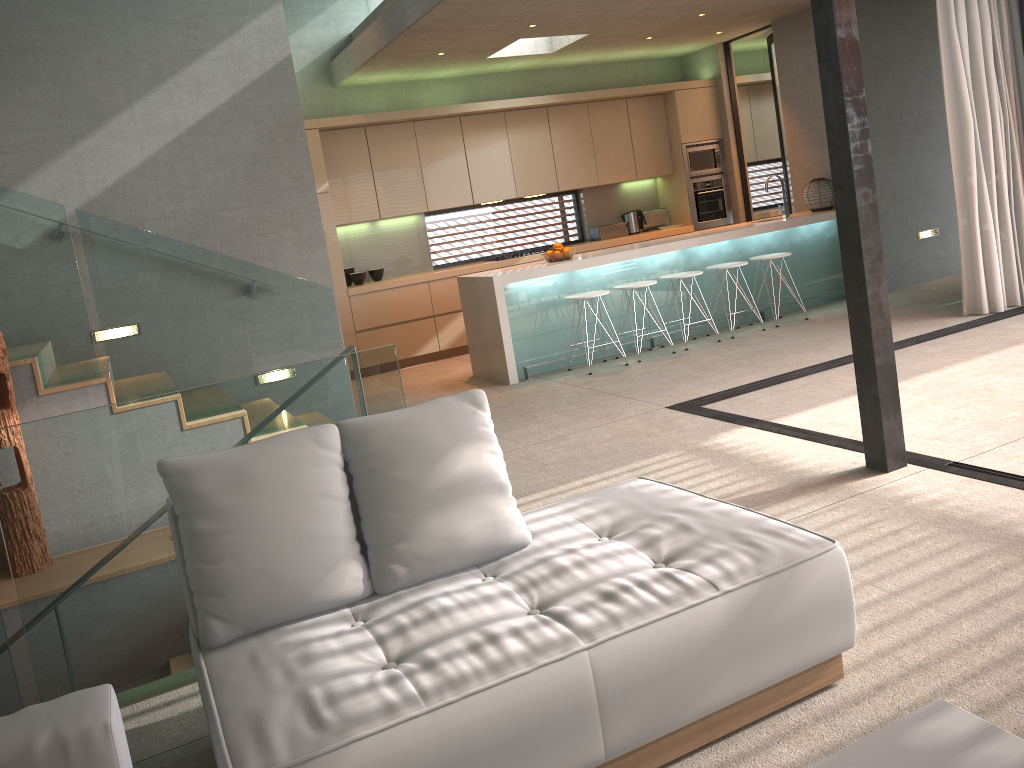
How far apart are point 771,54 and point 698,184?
1.7 meters

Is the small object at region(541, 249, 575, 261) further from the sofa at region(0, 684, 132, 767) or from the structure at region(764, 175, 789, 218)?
the sofa at region(0, 684, 132, 767)

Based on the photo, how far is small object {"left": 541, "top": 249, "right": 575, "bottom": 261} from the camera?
7.6 meters

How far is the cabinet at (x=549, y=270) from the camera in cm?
729

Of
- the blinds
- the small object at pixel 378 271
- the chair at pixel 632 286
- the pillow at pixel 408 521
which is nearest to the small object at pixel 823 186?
the blinds

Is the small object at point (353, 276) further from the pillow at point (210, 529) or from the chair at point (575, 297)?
the pillow at point (210, 529)

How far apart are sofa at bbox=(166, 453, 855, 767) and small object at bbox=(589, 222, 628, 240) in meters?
7.4

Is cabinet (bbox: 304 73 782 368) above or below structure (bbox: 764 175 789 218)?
above

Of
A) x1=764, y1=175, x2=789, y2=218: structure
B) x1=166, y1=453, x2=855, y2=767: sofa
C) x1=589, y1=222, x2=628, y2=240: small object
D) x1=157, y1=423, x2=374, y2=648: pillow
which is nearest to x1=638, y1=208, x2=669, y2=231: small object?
x1=589, y1=222, x2=628, y2=240: small object

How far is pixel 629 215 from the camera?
10.38m
